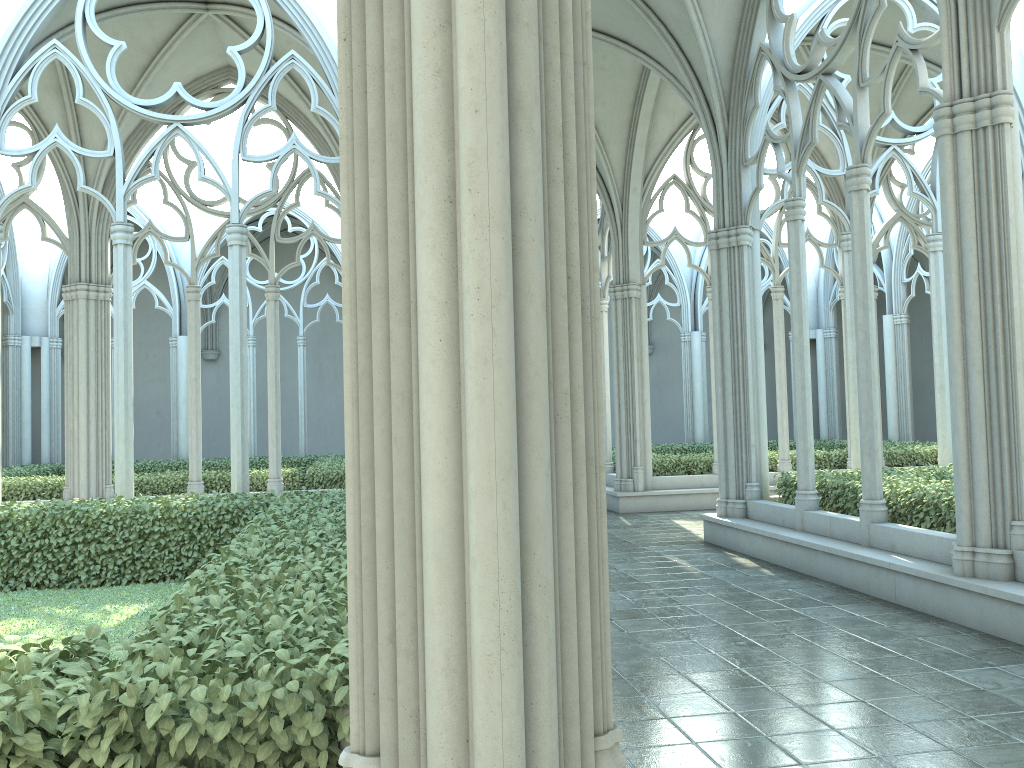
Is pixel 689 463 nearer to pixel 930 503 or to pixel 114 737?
pixel 930 503

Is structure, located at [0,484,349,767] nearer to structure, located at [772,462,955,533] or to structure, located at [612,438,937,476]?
structure, located at [772,462,955,533]

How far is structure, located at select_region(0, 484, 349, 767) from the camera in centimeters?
255cm

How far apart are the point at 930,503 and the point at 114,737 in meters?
7.6

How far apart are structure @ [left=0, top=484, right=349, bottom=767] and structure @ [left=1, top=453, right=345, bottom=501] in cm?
515

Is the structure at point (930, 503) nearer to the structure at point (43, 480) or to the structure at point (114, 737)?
the structure at point (114, 737)

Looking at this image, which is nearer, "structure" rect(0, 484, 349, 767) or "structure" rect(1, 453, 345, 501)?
"structure" rect(0, 484, 349, 767)

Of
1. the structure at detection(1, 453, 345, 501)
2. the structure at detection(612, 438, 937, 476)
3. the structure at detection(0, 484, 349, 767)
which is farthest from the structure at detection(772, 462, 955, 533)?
the structure at detection(1, 453, 345, 501)

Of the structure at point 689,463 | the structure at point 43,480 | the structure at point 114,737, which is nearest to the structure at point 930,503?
the structure at point 689,463

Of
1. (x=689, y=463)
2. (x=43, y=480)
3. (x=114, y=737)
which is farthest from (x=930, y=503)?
(x=43, y=480)
